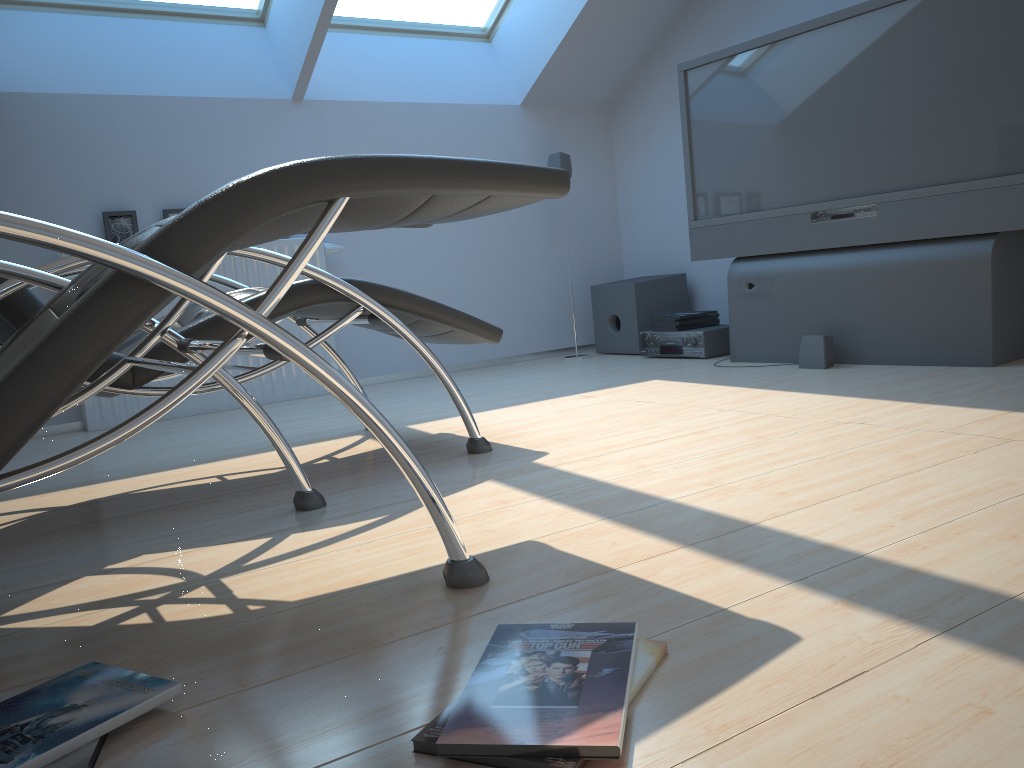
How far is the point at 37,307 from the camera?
2.0 meters

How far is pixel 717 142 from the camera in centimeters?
419cm

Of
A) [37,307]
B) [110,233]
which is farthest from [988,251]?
[110,233]

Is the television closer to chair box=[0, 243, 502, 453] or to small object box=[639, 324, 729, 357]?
small object box=[639, 324, 729, 357]

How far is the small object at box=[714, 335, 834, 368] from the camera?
3.68m

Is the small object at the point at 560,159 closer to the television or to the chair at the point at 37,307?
the television

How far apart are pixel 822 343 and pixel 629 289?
1.48m

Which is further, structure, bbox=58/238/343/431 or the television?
structure, bbox=58/238/343/431

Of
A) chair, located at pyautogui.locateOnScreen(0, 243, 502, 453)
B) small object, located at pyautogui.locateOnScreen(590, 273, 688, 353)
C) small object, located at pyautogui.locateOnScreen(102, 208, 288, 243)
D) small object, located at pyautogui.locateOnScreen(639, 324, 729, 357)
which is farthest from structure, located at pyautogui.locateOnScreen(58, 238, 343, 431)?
small object, located at pyautogui.locateOnScreen(639, 324, 729, 357)

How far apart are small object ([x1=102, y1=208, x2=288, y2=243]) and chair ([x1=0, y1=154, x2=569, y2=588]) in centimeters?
243cm
